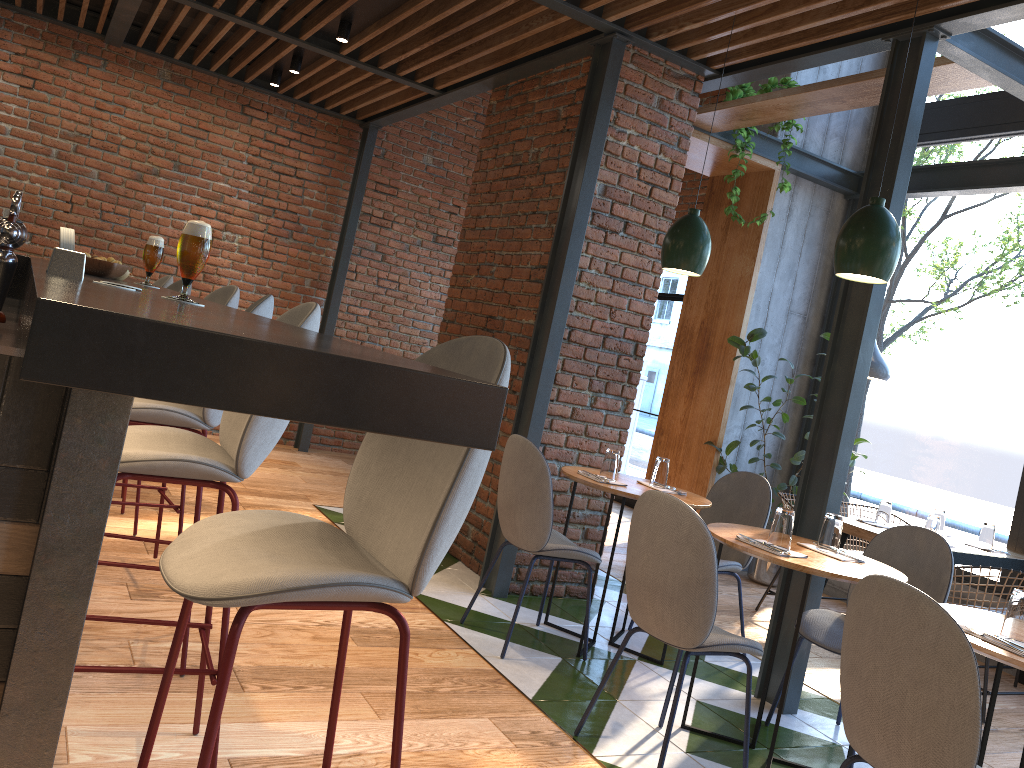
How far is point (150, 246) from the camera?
3.1 meters

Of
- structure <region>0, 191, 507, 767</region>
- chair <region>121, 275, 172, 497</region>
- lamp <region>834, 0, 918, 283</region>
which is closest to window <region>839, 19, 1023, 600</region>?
lamp <region>834, 0, 918, 283</region>

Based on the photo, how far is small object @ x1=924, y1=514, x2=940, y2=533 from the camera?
4.7m

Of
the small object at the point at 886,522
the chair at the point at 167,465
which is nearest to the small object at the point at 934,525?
the small object at the point at 886,522

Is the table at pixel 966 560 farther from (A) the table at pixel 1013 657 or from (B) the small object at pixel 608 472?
(A) the table at pixel 1013 657

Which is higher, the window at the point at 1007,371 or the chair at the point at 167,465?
the window at the point at 1007,371

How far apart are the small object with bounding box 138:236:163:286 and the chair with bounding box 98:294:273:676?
0.4m

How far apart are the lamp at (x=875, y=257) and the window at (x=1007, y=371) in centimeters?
291cm

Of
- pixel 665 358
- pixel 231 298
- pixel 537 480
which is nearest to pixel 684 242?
pixel 537 480

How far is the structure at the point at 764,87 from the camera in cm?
543
